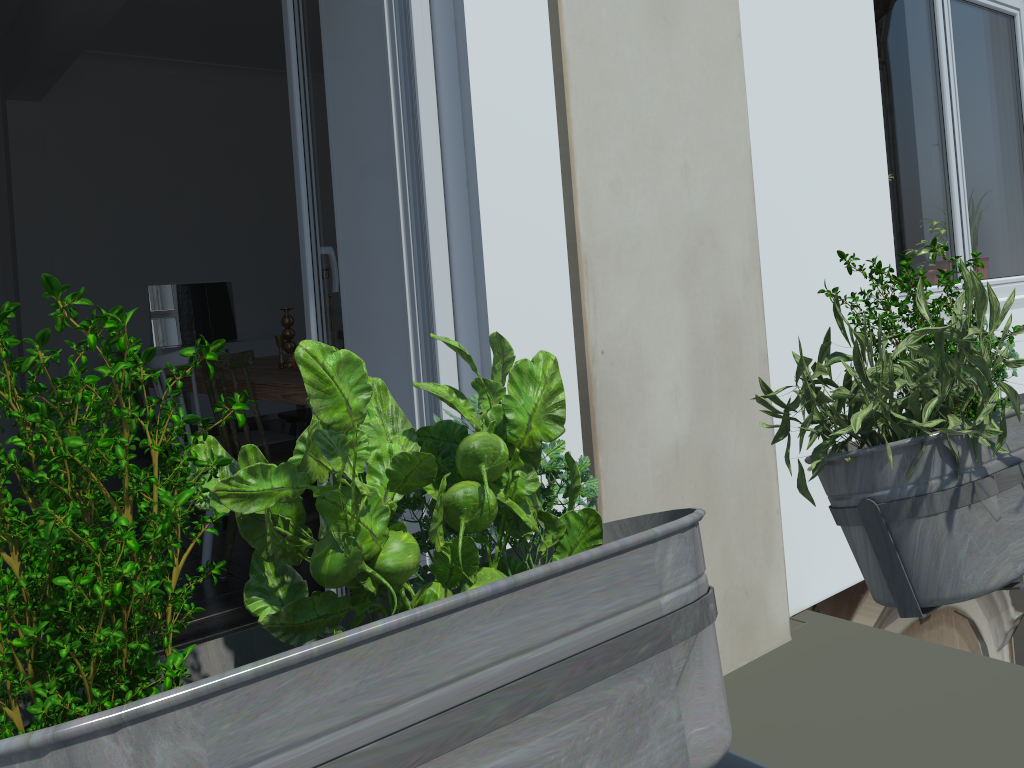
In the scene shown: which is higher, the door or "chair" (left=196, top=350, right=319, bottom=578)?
the door

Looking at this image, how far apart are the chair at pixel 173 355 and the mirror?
3.9 meters

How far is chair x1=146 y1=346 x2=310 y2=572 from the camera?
3.3 meters

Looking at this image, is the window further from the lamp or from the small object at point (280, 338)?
the lamp

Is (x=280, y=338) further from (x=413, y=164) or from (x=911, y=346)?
(x=911, y=346)

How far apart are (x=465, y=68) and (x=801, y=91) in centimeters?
→ 121cm

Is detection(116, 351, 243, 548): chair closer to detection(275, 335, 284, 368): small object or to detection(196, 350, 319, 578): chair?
detection(275, 335, 284, 368): small object

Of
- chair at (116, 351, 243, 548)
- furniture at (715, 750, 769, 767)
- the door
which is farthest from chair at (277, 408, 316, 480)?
furniture at (715, 750, 769, 767)

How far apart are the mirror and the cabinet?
0.51m

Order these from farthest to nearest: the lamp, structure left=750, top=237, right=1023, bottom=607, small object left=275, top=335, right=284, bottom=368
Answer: small object left=275, top=335, right=284, bottom=368 < structure left=750, top=237, right=1023, bottom=607 < the lamp
